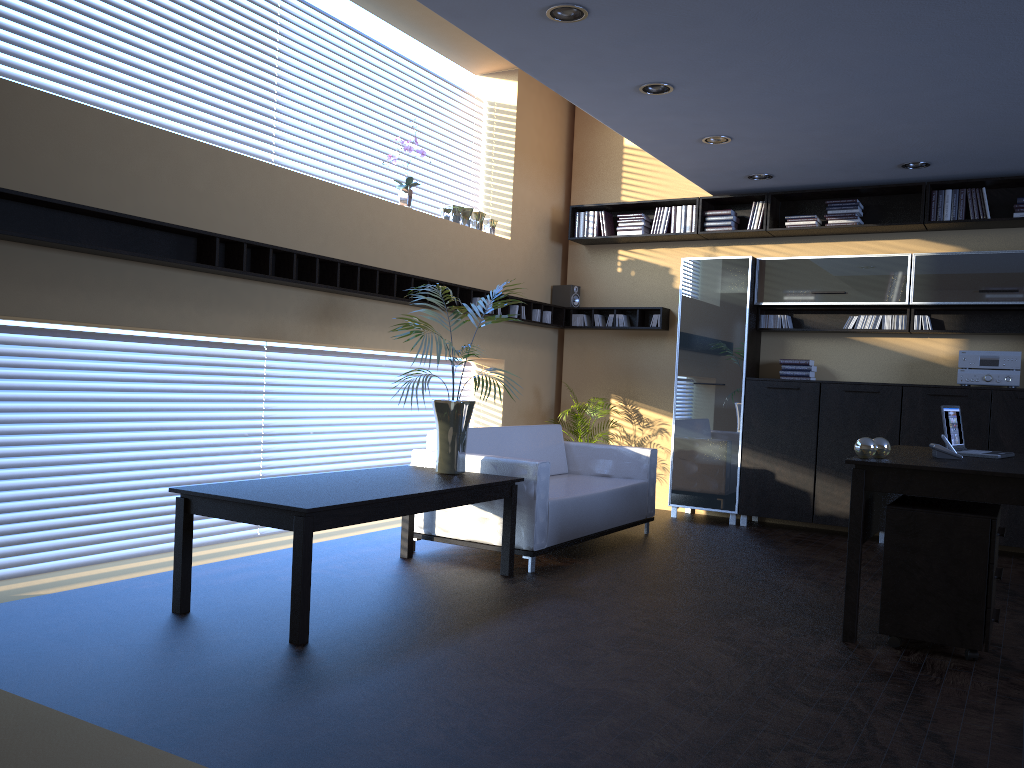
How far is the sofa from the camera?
5.5m

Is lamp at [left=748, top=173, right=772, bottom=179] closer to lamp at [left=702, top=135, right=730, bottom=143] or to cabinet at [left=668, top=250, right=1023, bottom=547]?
cabinet at [left=668, top=250, right=1023, bottom=547]

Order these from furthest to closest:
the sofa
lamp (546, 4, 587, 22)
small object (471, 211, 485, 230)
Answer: small object (471, 211, 485, 230) → the sofa → lamp (546, 4, 587, 22)

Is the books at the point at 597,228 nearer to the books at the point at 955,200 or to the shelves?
the shelves

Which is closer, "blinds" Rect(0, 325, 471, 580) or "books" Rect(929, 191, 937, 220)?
"blinds" Rect(0, 325, 471, 580)

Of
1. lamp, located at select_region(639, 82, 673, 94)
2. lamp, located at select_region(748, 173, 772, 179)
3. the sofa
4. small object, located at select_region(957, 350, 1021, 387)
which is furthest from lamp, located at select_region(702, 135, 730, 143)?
small object, located at select_region(957, 350, 1021, 387)

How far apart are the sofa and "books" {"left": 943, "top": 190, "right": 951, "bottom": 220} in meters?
3.1 m

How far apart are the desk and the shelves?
3.3m

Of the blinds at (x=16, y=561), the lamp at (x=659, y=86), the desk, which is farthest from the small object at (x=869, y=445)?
the blinds at (x=16, y=561)

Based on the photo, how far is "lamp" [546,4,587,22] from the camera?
4.4m
